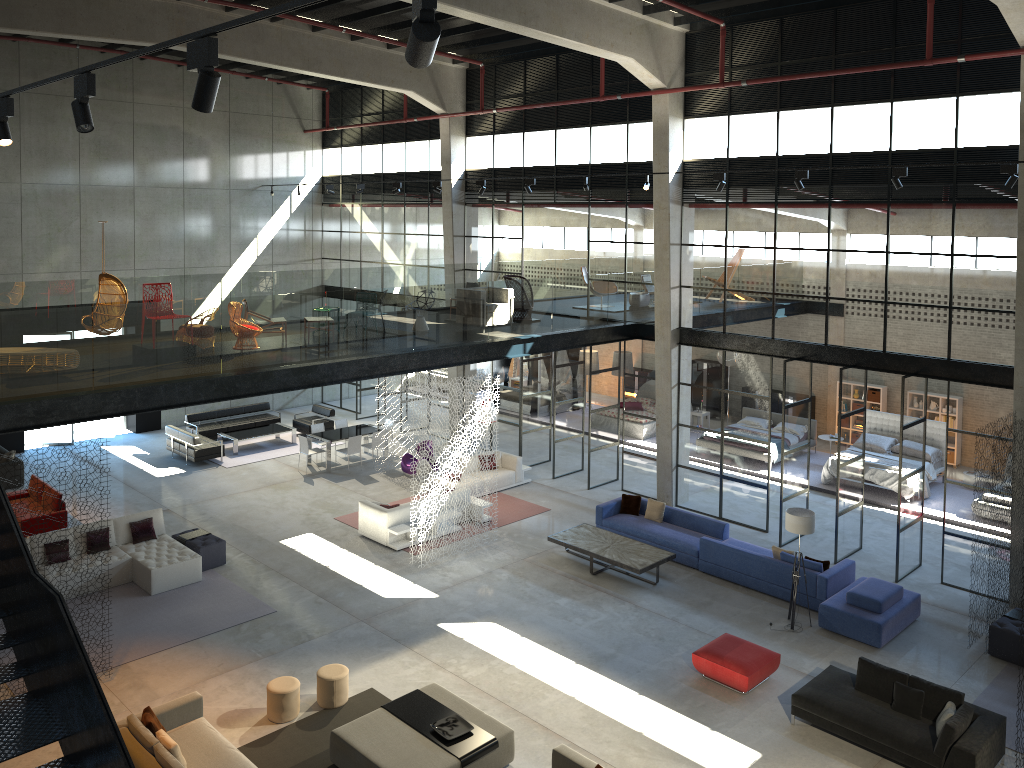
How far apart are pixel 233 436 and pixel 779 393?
15.3 meters

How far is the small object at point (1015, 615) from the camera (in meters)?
13.17

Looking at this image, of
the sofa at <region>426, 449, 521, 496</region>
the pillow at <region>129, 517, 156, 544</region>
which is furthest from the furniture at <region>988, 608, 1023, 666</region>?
the pillow at <region>129, 517, 156, 544</region>

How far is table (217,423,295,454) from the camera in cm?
2297

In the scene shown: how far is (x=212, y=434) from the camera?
23.6 meters

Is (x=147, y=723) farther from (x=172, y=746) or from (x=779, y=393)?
(x=779, y=393)

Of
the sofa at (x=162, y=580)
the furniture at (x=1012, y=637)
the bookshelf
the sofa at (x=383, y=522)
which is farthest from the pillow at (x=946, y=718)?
the bookshelf

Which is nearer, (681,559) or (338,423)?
(681,559)

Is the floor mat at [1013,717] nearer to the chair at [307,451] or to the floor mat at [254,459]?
the chair at [307,451]

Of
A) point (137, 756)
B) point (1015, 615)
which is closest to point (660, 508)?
point (1015, 615)
